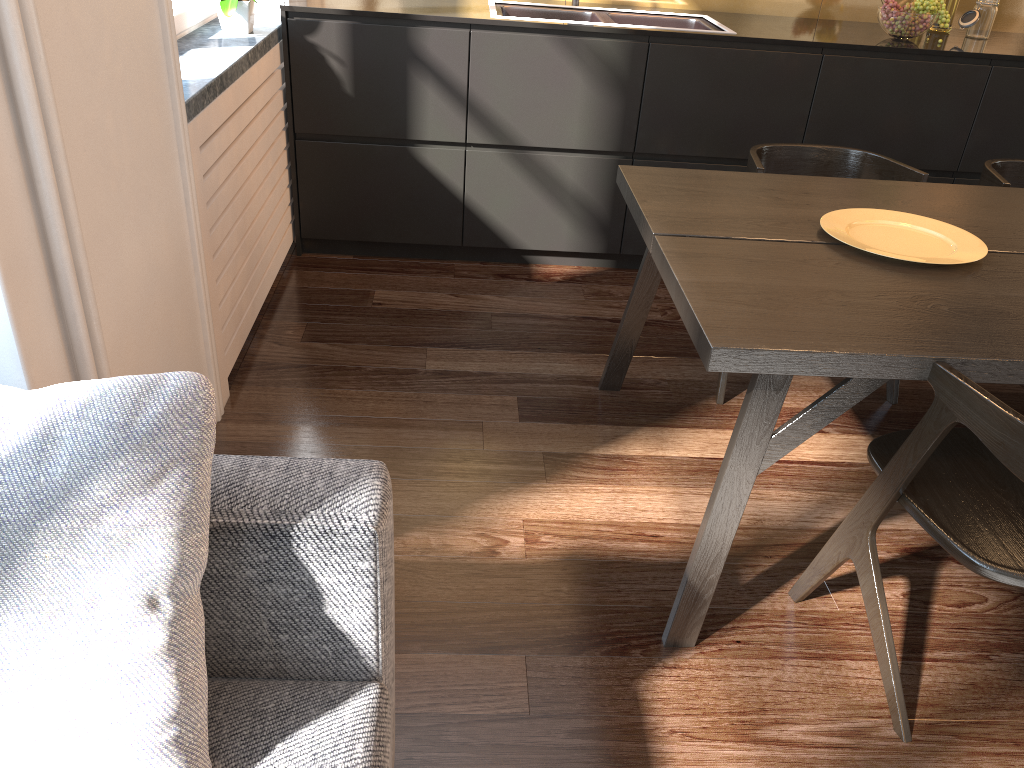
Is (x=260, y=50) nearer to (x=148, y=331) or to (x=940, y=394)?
(x=148, y=331)

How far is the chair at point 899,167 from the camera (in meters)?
2.66

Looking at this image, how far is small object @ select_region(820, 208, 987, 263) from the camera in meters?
1.9

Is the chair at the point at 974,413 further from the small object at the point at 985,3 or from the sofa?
the small object at the point at 985,3

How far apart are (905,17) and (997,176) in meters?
1.0

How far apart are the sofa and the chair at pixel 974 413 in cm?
94

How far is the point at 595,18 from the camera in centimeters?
352cm

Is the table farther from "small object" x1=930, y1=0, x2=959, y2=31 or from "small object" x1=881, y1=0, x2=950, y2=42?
"small object" x1=930, y1=0, x2=959, y2=31

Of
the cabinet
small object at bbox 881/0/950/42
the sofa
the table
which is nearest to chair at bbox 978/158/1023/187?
the table

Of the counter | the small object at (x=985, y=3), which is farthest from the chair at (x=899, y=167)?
the small object at (x=985, y=3)
